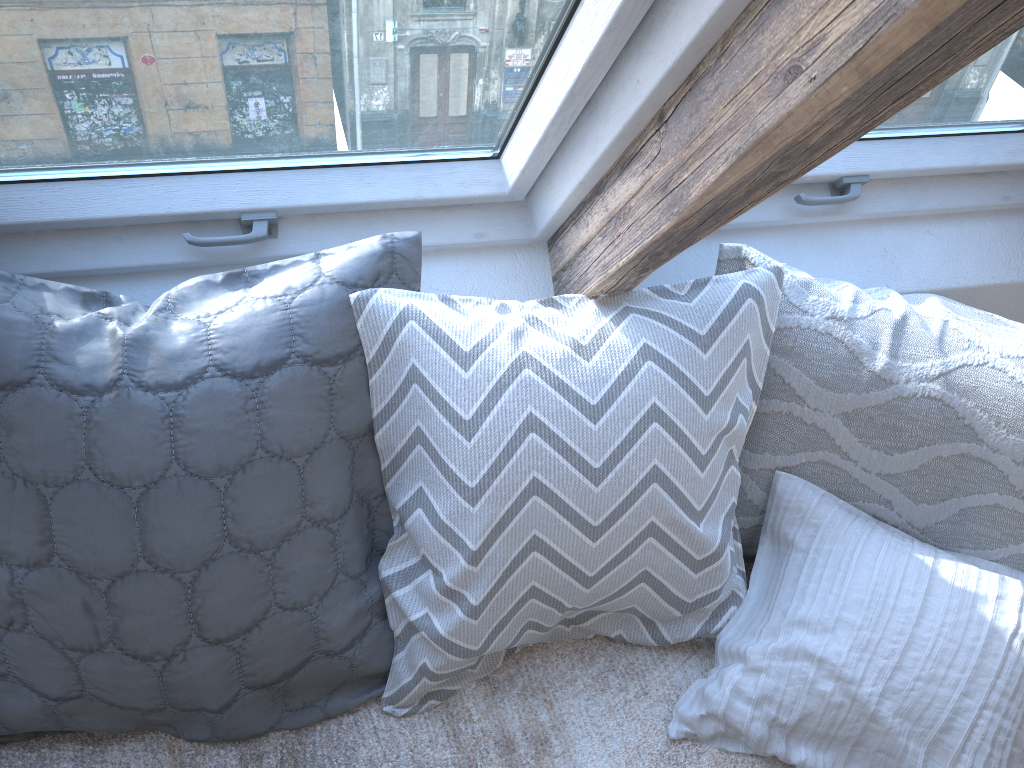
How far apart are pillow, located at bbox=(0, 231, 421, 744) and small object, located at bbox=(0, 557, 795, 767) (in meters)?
0.01

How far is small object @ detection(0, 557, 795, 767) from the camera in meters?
1.2

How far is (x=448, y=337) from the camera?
1.13m

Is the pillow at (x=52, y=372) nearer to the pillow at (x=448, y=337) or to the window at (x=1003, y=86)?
the pillow at (x=448, y=337)

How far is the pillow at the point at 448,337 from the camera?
1.13m

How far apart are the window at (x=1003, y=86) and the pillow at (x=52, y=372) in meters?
0.5

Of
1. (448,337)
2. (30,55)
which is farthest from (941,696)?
(30,55)

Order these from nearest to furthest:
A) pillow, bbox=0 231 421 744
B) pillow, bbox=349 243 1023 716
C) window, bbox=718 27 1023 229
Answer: pillow, bbox=0 231 421 744, pillow, bbox=349 243 1023 716, window, bbox=718 27 1023 229

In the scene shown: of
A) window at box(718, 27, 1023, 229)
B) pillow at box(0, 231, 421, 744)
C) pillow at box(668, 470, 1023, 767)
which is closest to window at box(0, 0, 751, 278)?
pillow at box(0, 231, 421, 744)

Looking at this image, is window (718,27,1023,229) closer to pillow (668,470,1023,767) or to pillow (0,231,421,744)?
pillow (668,470,1023,767)
